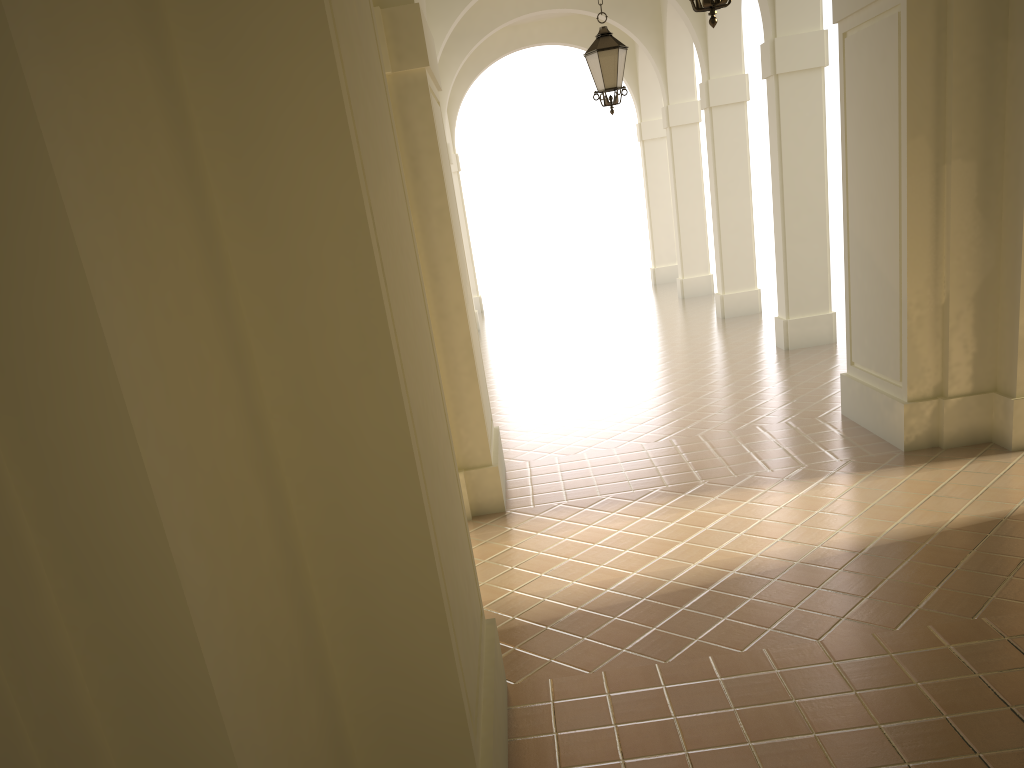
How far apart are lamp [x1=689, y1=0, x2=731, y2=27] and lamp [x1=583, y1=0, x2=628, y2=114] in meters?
4.8 m

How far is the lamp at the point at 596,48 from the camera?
10.11m

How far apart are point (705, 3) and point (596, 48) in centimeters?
499cm

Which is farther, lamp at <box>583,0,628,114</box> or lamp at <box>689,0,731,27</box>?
lamp at <box>583,0,628,114</box>

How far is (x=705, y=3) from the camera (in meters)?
5.36

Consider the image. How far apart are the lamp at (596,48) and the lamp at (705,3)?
4.8m

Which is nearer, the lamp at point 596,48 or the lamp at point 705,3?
the lamp at point 705,3

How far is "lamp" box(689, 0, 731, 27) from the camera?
5.36m

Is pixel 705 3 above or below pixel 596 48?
below

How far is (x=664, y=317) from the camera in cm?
1781
